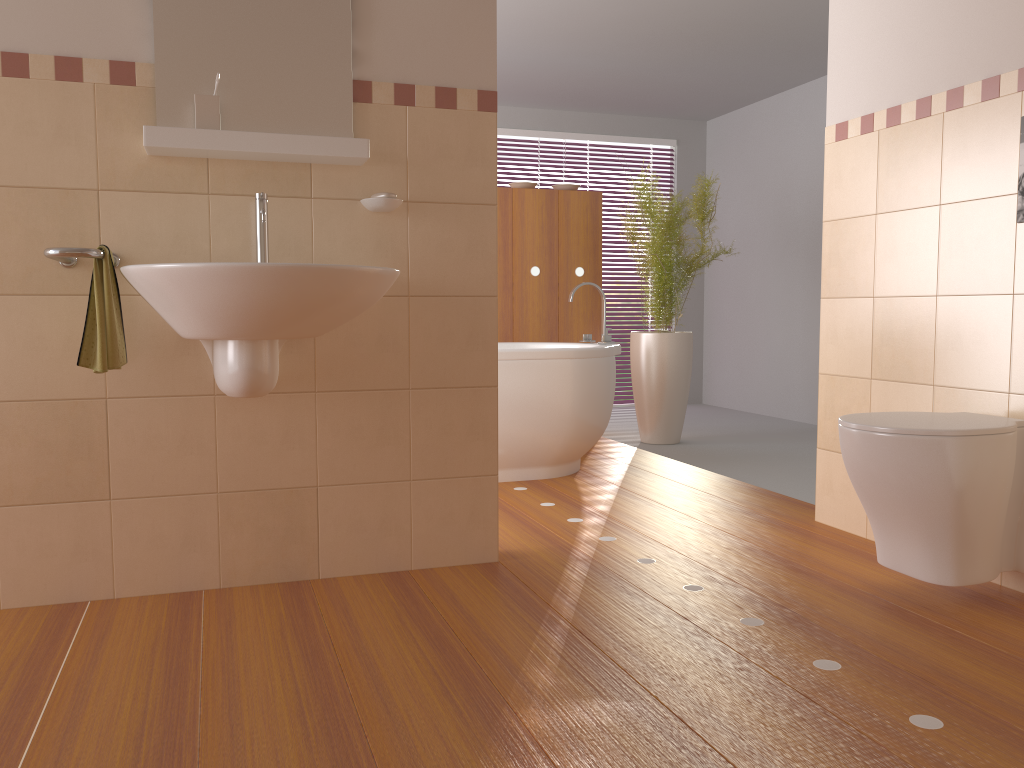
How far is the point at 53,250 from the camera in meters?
2.0

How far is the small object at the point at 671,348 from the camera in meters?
4.9 m

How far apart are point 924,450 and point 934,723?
0.69m

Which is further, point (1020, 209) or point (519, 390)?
point (519, 390)

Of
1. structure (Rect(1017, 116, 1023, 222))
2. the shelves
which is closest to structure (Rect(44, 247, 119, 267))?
the shelves

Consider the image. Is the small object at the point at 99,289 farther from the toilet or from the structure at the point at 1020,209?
the structure at the point at 1020,209

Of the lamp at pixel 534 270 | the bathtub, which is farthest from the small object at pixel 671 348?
the bathtub

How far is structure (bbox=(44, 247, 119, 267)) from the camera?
2.0 meters

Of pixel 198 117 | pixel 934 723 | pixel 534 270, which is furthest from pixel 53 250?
pixel 534 270

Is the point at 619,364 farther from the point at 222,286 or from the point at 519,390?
the point at 222,286
